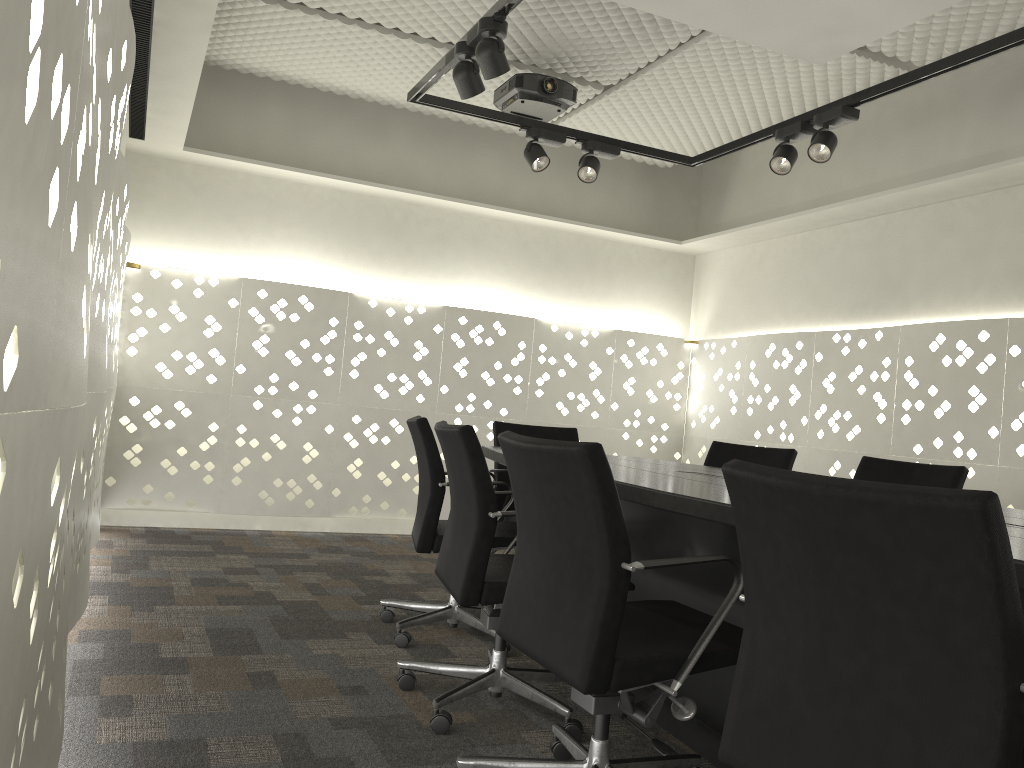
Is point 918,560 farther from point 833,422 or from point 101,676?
point 833,422

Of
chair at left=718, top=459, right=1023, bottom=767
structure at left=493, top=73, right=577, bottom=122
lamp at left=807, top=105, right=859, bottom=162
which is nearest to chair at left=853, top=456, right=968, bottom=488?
lamp at left=807, top=105, right=859, bottom=162

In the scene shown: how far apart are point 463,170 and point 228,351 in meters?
1.8

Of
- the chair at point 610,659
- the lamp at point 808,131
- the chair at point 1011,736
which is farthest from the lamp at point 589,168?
the chair at point 1011,736

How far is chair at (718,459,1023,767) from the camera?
1.0 meters

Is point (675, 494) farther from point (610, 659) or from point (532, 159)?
point (532, 159)

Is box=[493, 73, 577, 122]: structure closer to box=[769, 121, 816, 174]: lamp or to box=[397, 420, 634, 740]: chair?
box=[769, 121, 816, 174]: lamp

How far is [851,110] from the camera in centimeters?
335cm

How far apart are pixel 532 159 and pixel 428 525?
1.8 meters

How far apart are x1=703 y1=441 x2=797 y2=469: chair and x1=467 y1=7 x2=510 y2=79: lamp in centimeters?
185cm
